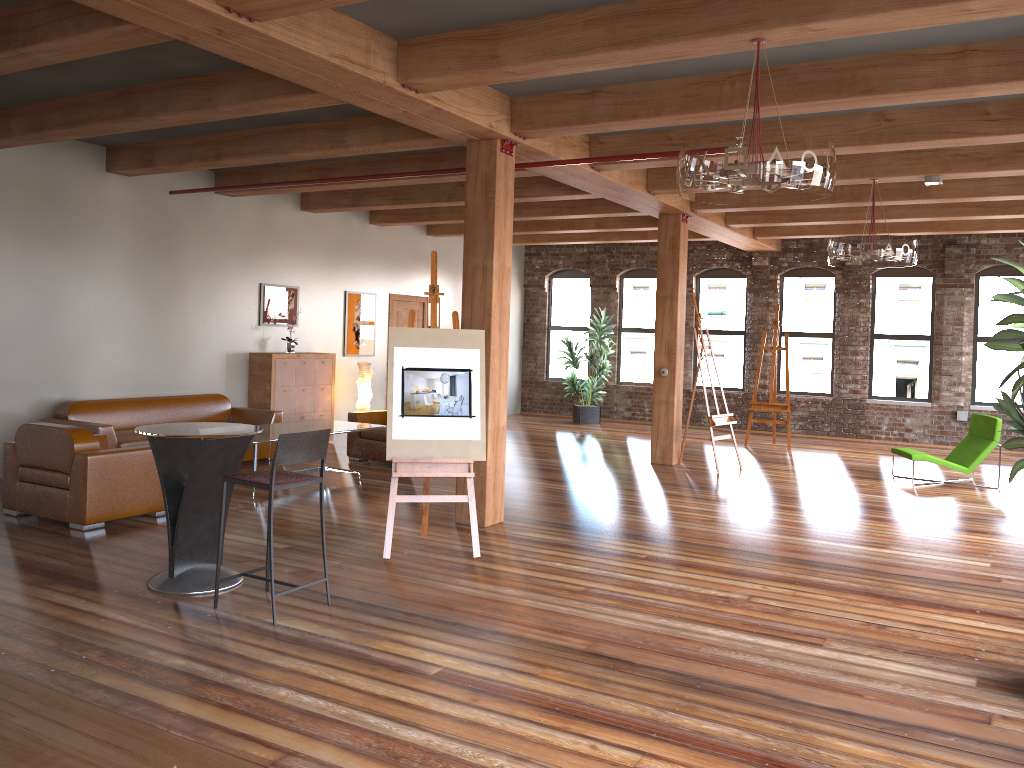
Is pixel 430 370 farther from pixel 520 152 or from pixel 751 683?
pixel 751 683

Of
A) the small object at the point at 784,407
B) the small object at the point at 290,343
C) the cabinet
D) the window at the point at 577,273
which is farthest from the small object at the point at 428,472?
the window at the point at 577,273

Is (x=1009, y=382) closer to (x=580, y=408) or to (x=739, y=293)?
(x=739, y=293)

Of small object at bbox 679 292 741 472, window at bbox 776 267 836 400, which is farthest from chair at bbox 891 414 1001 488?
window at bbox 776 267 836 400

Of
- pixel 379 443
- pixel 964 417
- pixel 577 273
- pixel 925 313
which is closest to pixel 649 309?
pixel 577 273

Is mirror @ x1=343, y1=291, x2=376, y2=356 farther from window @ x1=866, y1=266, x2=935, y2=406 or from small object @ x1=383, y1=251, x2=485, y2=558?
window @ x1=866, y1=266, x2=935, y2=406

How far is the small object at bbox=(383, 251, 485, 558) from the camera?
6.2 meters

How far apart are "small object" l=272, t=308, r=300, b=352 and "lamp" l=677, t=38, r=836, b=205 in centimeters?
761cm

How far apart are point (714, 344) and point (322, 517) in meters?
11.8 m

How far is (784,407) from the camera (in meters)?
12.99
